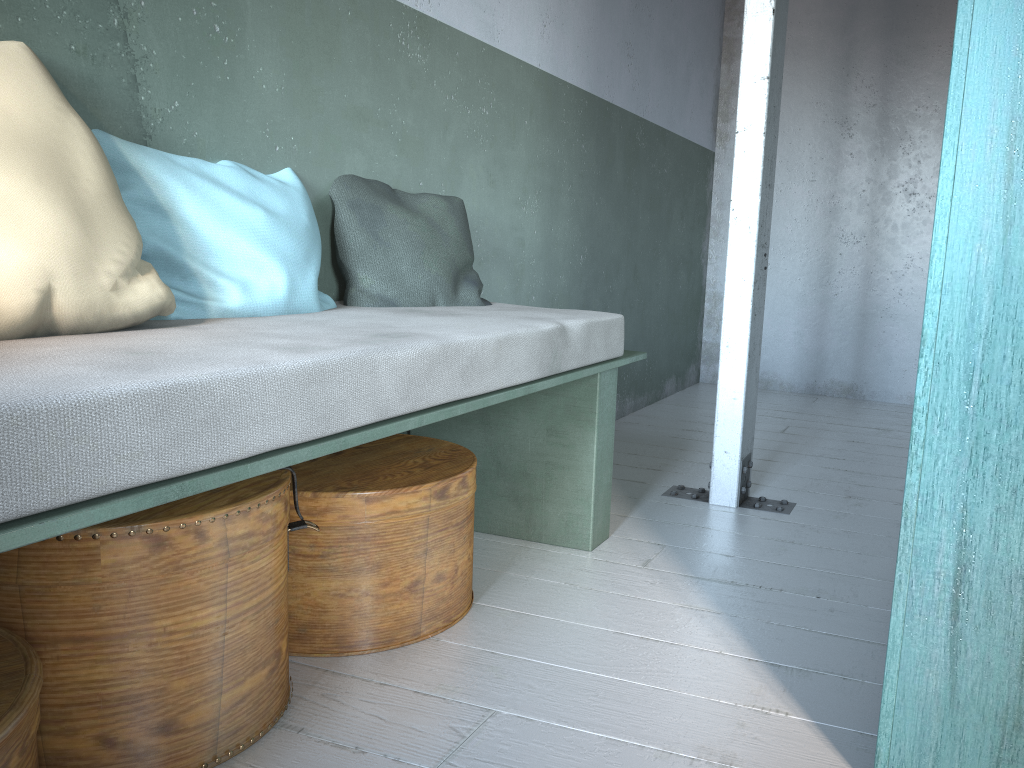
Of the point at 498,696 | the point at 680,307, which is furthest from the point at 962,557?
the point at 680,307

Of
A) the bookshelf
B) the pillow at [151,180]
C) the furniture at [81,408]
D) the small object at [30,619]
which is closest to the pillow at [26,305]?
the furniture at [81,408]

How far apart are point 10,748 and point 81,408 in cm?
53

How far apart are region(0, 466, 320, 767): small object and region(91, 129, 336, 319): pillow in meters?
0.5

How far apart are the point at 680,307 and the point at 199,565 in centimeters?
500cm

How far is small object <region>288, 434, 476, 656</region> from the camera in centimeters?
225cm

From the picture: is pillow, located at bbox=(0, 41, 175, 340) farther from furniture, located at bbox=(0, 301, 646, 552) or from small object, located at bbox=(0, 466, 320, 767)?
small object, located at bbox=(0, 466, 320, 767)

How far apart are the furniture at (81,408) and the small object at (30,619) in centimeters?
26cm

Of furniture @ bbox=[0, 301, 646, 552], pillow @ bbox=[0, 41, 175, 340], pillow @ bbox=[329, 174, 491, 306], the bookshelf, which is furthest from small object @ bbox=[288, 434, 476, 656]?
the bookshelf

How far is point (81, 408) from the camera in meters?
1.2
